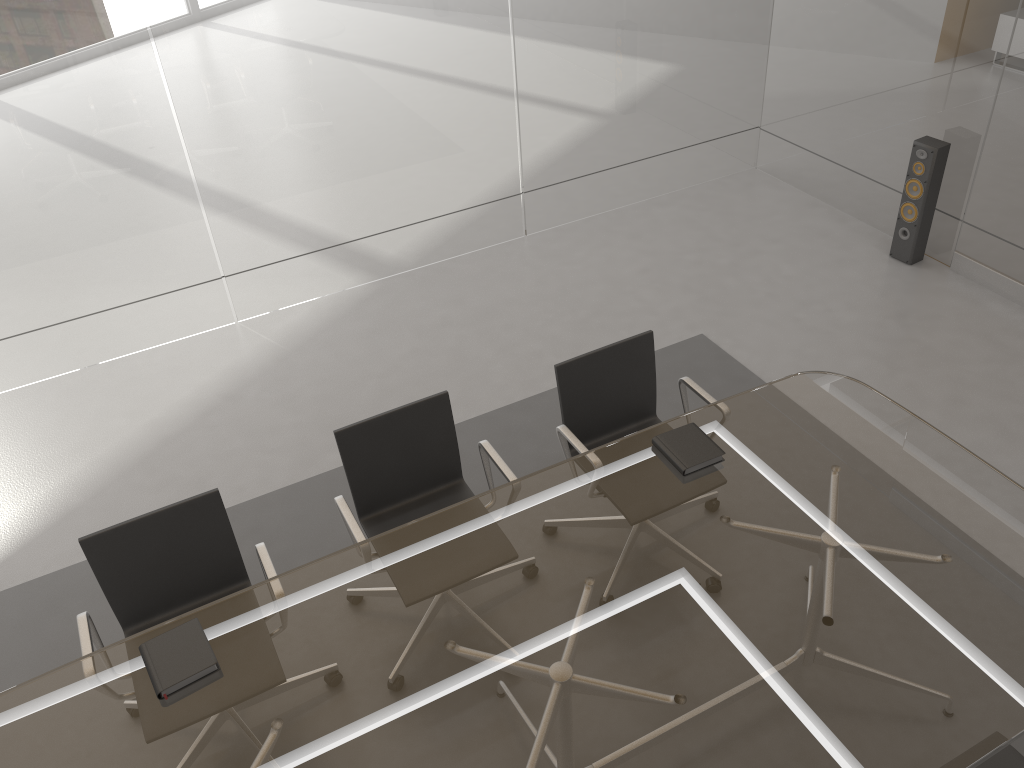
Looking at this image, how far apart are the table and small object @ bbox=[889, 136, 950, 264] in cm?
224

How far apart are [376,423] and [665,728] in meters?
1.4

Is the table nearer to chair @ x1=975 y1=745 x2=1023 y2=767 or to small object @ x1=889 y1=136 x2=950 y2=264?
chair @ x1=975 y1=745 x2=1023 y2=767

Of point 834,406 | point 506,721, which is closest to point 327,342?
point 834,406

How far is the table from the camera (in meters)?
2.12

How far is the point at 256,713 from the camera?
2.2 meters

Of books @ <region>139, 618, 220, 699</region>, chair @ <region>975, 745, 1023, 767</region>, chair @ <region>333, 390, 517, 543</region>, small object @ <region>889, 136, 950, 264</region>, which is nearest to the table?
books @ <region>139, 618, 220, 699</region>

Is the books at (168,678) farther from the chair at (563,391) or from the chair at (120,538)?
the chair at (563,391)

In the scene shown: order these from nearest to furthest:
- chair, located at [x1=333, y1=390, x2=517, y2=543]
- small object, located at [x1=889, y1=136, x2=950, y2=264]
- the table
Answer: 1. the table
2. chair, located at [x1=333, y1=390, x2=517, y2=543]
3. small object, located at [x1=889, y1=136, x2=950, y2=264]

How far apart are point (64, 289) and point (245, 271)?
0.92m
